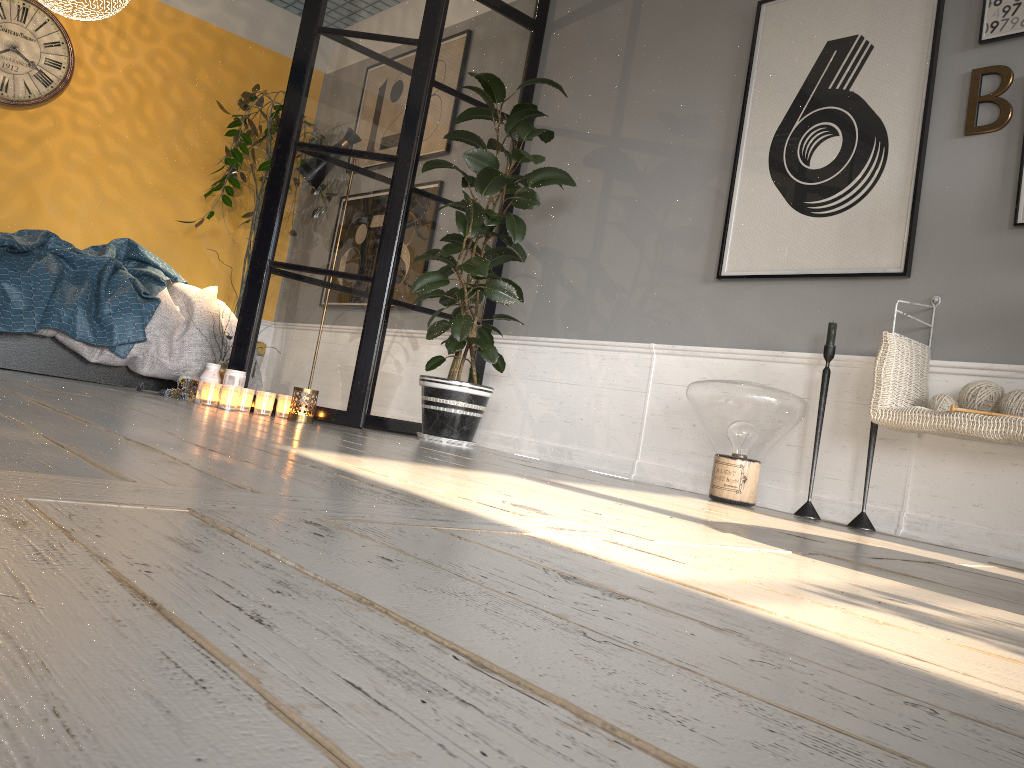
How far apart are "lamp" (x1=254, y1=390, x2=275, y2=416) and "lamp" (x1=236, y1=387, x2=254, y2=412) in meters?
0.0 m

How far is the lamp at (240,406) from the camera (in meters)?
3.66

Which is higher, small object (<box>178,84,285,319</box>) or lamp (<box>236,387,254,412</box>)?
small object (<box>178,84,285,319</box>)

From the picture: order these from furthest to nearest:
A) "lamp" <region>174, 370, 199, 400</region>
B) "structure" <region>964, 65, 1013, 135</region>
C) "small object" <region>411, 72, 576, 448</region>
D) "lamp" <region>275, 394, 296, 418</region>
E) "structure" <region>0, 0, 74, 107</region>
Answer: "structure" <region>0, 0, 74, 107</region>
"lamp" <region>174, 370, 199, 400</region>
"small object" <region>411, 72, 576, 448</region>
"lamp" <region>275, 394, 296, 418</region>
"structure" <region>964, 65, 1013, 135</region>

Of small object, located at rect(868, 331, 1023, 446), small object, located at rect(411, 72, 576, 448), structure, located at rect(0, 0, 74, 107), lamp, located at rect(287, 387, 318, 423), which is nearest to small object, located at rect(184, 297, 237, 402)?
lamp, located at rect(287, 387, 318, 423)

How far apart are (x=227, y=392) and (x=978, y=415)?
2.7m

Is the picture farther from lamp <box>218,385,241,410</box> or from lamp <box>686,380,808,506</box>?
lamp <box>218,385,241,410</box>

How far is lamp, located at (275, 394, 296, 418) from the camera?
3.7m

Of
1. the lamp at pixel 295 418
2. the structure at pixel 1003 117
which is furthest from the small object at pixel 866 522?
the lamp at pixel 295 418

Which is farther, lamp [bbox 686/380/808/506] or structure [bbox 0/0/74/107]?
structure [bbox 0/0/74/107]
